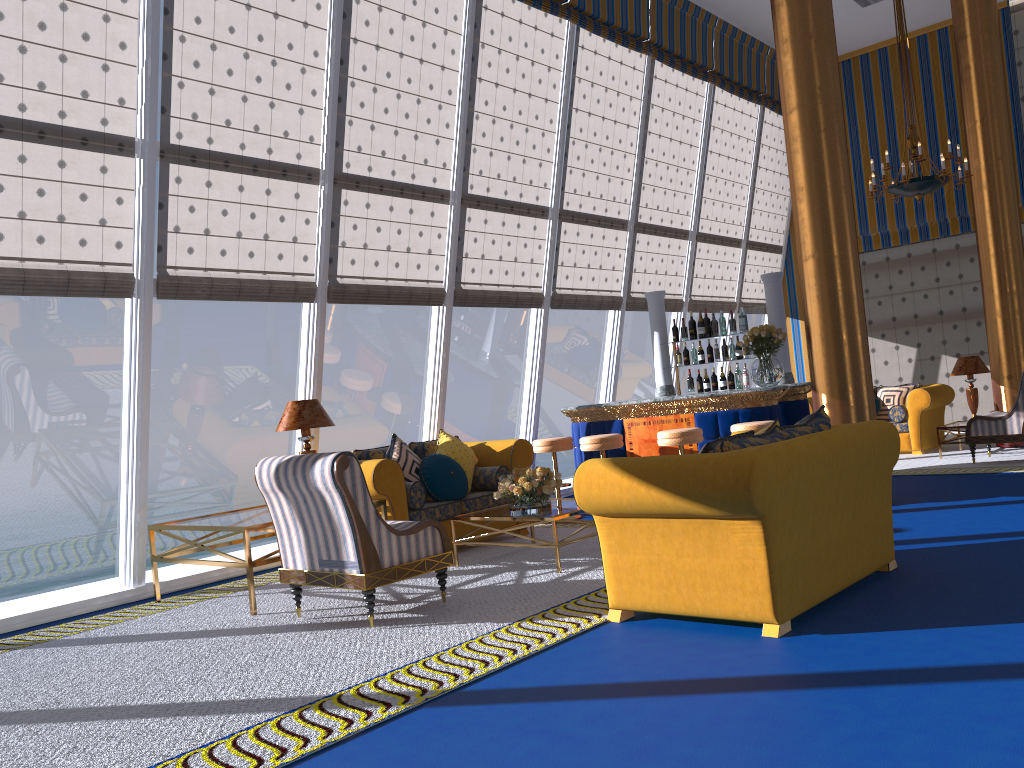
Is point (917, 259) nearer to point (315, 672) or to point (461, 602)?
point (461, 602)

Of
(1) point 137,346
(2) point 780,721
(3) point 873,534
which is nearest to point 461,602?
(3) point 873,534

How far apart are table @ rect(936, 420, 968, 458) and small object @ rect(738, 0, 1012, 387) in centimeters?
352cm

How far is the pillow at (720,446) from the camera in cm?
417

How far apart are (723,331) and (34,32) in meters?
6.4 m

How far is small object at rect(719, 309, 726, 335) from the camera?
9.0 meters

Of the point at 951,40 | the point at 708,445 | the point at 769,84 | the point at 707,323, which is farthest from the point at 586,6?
the point at 708,445

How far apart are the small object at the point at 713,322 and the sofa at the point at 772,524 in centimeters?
433cm

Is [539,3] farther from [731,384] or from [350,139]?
[731,384]

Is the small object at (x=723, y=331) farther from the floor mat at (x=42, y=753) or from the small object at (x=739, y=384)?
the floor mat at (x=42, y=753)
